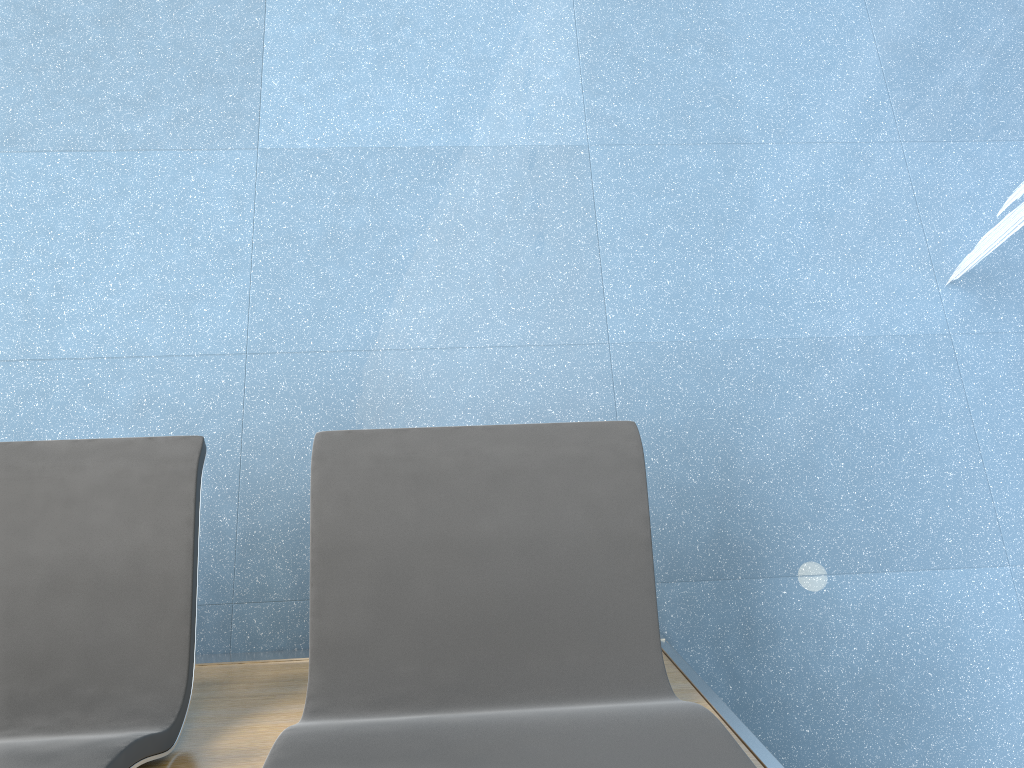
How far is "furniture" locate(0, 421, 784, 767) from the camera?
1.0m

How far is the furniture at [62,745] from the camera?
1.0 meters

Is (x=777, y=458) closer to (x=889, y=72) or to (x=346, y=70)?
(x=889, y=72)

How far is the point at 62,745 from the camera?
1.0m
